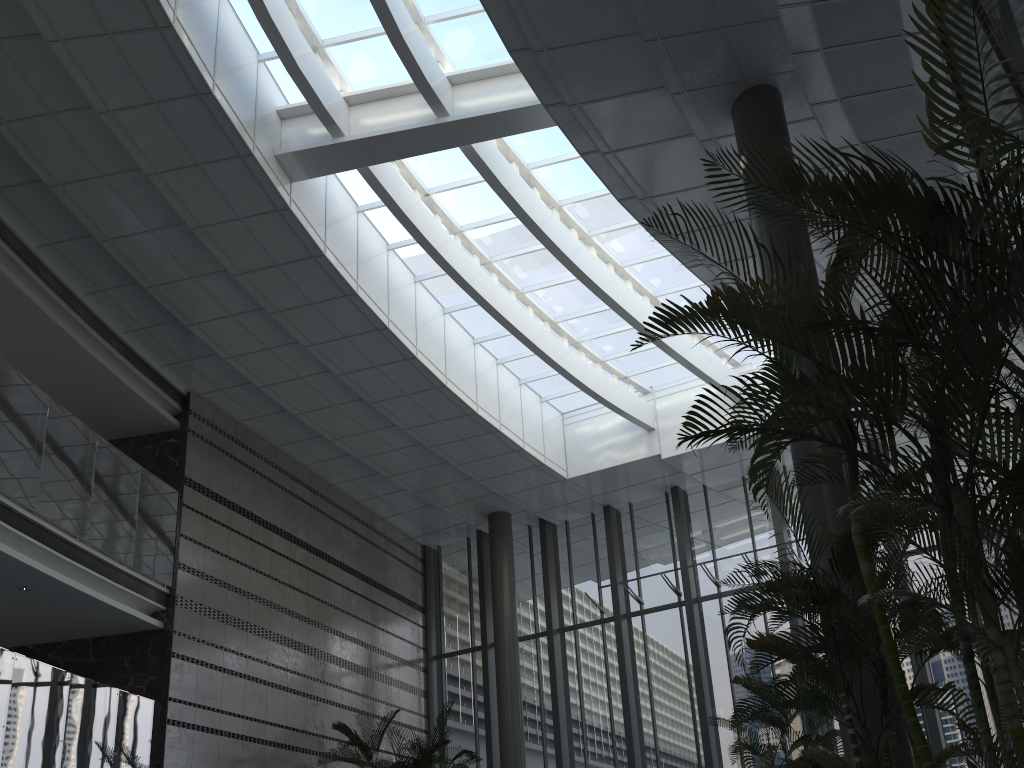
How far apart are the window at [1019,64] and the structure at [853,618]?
2.8 meters

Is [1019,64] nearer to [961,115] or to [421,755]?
[961,115]

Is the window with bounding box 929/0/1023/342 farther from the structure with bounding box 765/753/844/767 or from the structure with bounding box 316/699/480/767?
the structure with bounding box 316/699/480/767

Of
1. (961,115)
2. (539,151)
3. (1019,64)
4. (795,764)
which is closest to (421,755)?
(795,764)

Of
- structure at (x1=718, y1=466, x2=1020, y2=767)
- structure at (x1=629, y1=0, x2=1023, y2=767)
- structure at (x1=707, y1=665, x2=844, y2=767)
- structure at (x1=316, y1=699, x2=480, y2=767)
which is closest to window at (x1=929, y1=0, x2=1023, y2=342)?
structure at (x1=629, y1=0, x2=1023, y2=767)

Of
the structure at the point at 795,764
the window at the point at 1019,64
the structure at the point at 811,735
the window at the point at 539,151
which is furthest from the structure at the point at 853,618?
the window at the point at 539,151

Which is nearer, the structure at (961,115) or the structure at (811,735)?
the structure at (961,115)

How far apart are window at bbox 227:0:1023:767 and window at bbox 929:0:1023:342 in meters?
6.0 m

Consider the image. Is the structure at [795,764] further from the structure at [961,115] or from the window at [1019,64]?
the window at [1019,64]

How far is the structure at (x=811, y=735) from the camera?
6.9m
